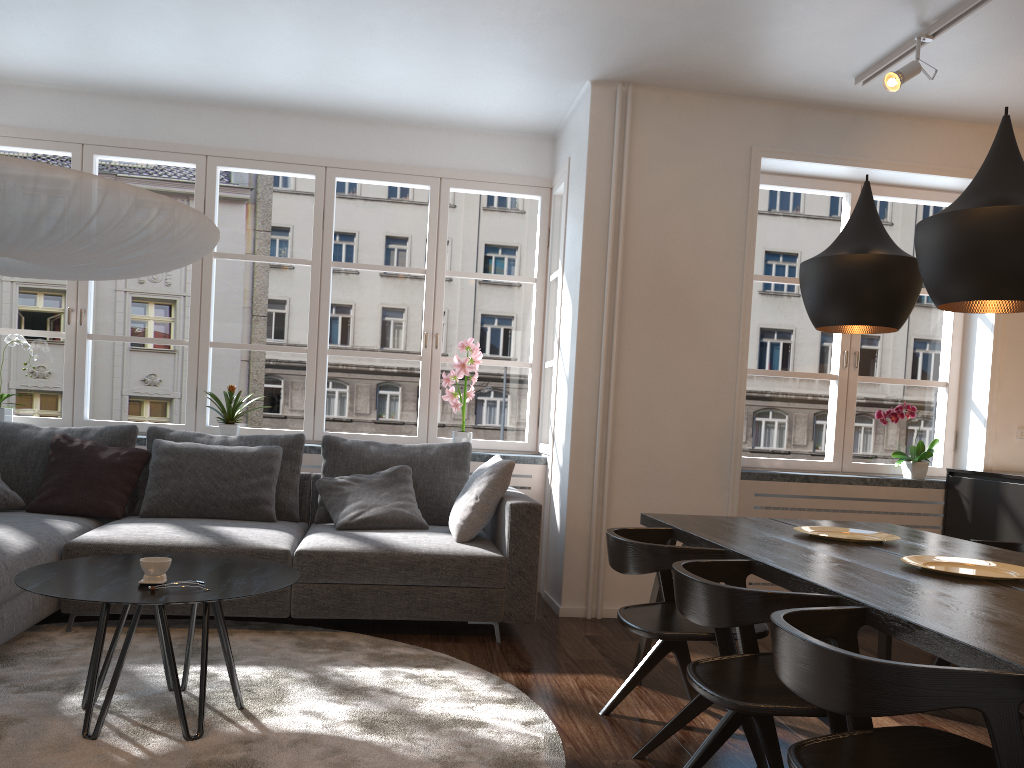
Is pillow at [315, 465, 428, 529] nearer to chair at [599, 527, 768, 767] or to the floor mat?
the floor mat

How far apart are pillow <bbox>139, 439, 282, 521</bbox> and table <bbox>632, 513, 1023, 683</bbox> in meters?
2.0

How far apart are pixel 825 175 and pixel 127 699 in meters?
4.3

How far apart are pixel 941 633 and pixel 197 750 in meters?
2.0

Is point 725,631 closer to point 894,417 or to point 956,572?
point 956,572

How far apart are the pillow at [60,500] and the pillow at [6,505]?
0.1m

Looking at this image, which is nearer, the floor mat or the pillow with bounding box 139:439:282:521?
the floor mat

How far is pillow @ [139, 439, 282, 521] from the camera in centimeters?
439cm

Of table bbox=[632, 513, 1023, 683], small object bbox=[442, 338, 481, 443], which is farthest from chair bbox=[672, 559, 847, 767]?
small object bbox=[442, 338, 481, 443]

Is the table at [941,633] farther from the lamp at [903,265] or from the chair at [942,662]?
the lamp at [903,265]
